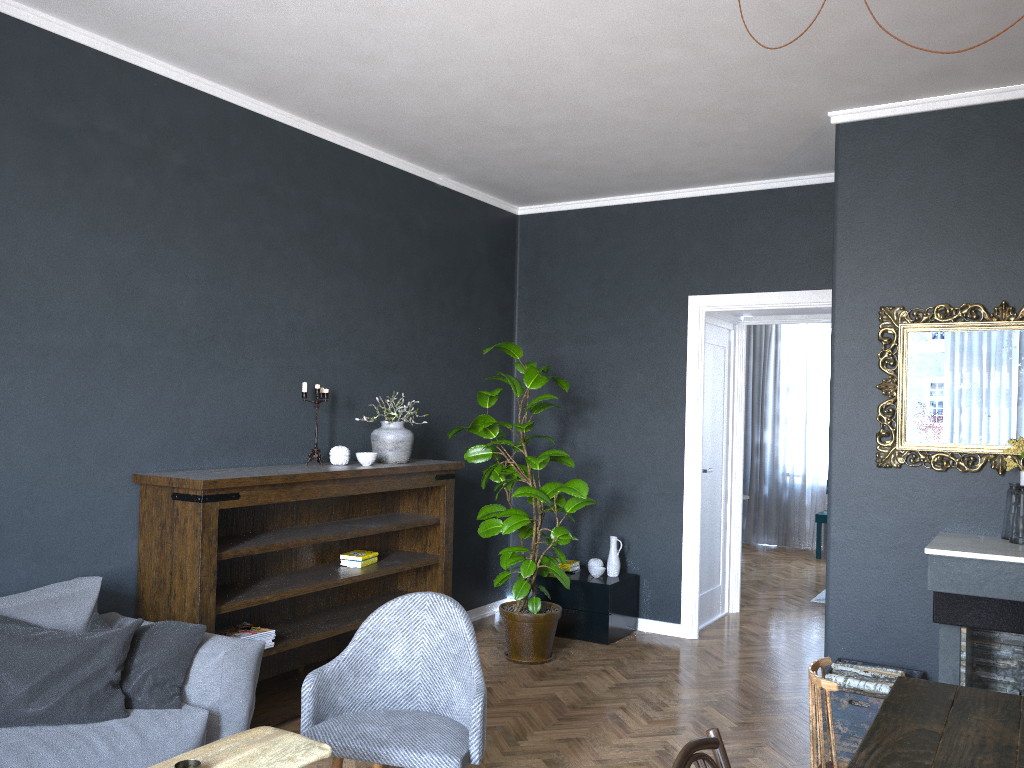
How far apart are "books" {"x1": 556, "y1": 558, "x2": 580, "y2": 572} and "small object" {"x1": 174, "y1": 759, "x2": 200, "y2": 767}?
3.9 meters

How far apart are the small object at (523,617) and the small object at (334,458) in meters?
0.7

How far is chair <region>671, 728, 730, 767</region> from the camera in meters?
1.8

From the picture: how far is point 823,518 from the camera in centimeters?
923cm

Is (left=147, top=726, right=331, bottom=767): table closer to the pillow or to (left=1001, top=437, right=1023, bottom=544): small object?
the pillow

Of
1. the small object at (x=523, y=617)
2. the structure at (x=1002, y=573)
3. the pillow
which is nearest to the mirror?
the structure at (x=1002, y=573)

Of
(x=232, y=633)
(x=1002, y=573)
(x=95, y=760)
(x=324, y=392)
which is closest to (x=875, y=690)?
(x=1002, y=573)

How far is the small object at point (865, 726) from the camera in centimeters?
370cm

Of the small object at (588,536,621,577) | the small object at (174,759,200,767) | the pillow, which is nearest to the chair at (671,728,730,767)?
the small object at (174,759,200,767)

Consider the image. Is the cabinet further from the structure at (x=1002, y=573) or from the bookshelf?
the structure at (x=1002, y=573)
